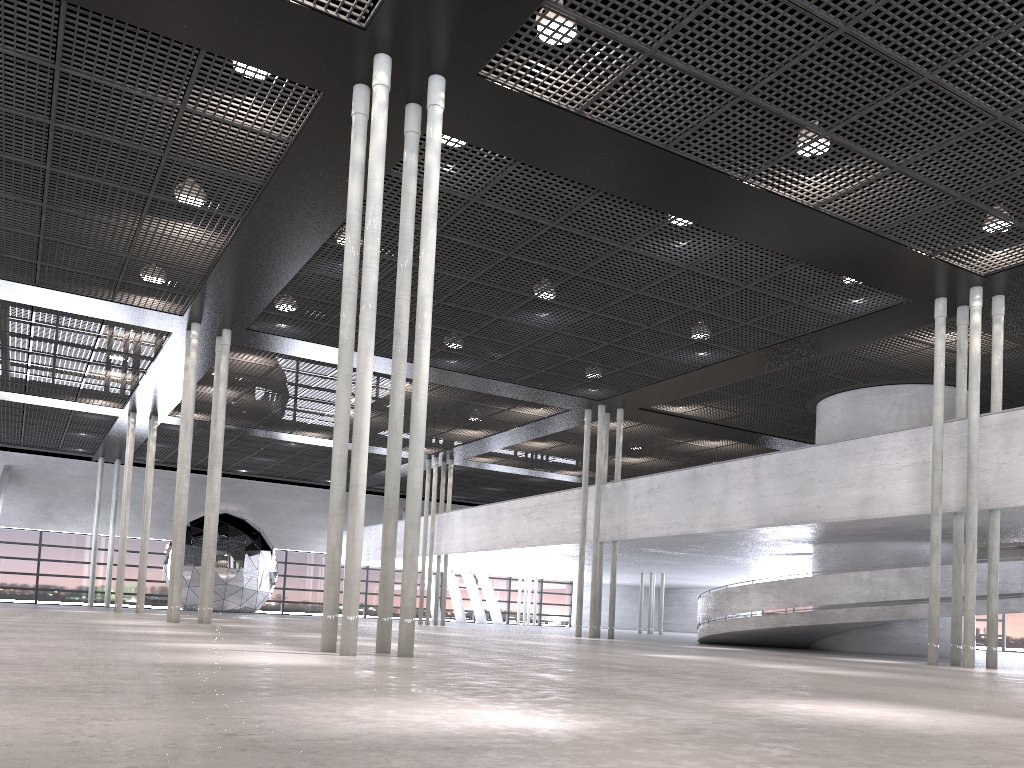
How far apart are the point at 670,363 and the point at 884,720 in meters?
17.2
